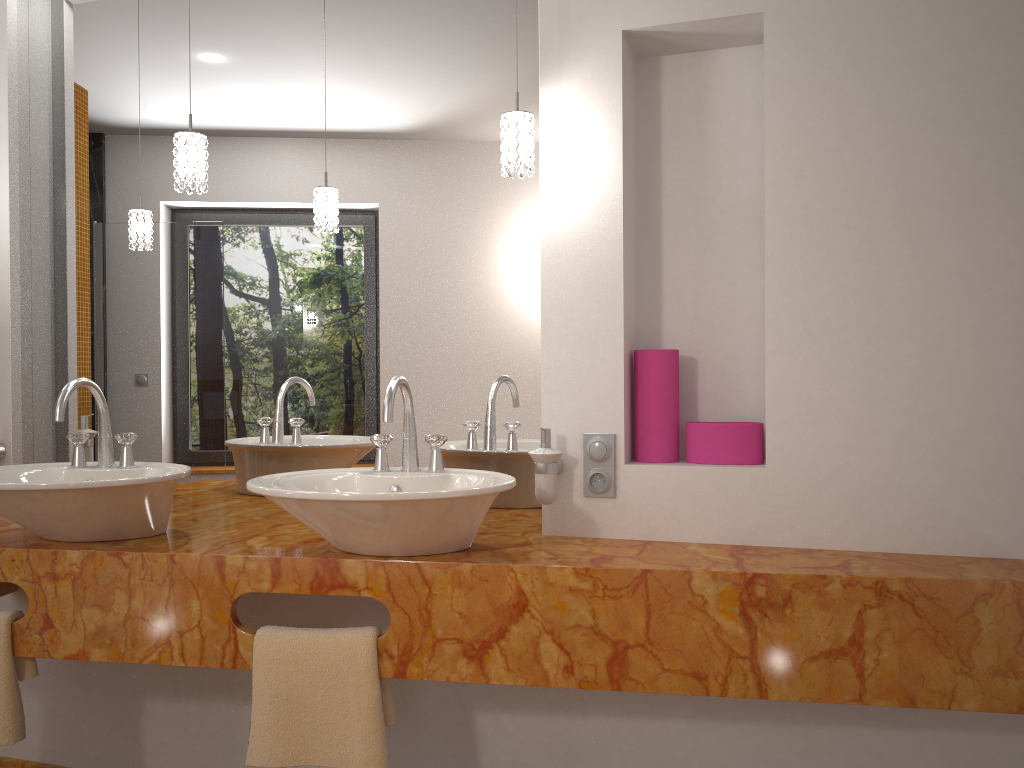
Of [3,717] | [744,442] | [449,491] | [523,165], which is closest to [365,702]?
[449,491]

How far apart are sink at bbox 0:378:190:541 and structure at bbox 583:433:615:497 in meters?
0.9

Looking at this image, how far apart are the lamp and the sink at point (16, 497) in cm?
49

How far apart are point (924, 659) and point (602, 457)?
0.7 meters

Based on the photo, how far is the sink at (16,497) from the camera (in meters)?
1.78

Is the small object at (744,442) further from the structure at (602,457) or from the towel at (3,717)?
the towel at (3,717)

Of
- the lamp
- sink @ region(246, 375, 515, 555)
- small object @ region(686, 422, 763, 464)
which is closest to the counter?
sink @ region(246, 375, 515, 555)

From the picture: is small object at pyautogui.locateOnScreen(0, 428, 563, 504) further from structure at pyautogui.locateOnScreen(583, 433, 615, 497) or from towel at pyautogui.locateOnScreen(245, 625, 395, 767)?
towel at pyautogui.locateOnScreen(245, 625, 395, 767)

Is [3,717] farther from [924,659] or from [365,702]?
[924,659]

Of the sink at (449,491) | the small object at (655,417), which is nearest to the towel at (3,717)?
the sink at (449,491)
